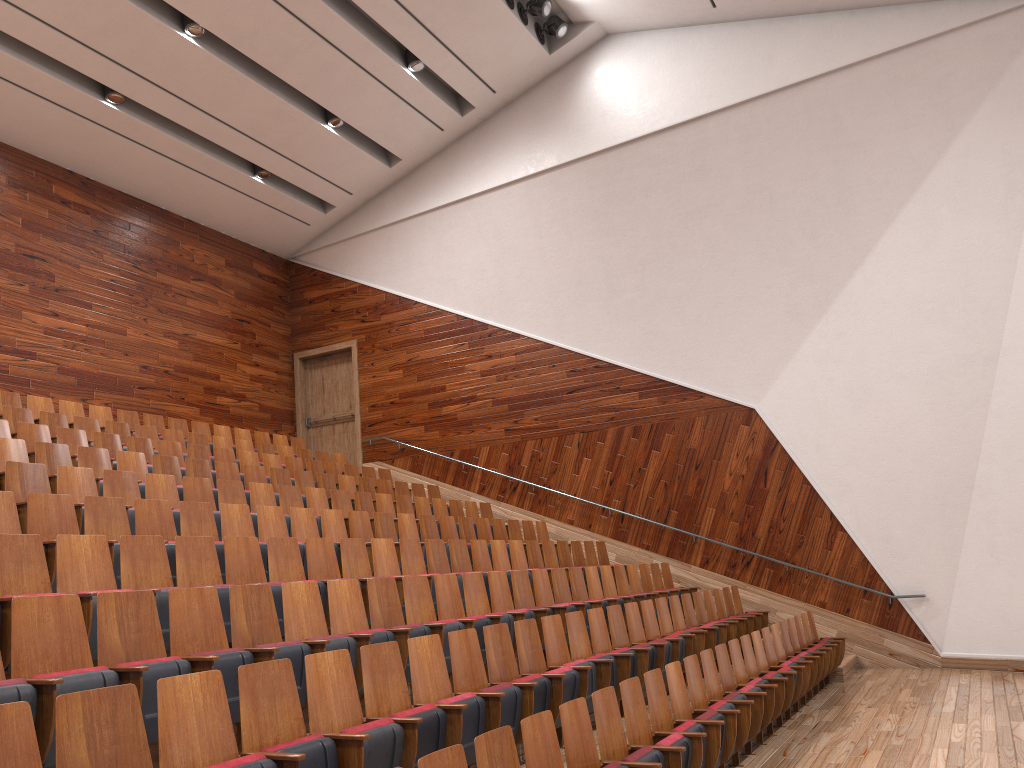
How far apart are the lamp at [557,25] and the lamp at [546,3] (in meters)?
0.04

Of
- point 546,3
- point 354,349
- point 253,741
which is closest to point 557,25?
point 546,3

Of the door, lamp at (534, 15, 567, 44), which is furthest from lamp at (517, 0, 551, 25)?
the door

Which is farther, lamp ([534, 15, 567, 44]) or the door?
the door

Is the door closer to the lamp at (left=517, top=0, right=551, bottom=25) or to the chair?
the chair

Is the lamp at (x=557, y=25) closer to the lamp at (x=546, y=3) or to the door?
the lamp at (x=546, y=3)

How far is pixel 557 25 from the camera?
1.28m

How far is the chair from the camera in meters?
0.3 m

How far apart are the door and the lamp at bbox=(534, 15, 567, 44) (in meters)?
0.58

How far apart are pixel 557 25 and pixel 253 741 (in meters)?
1.16
